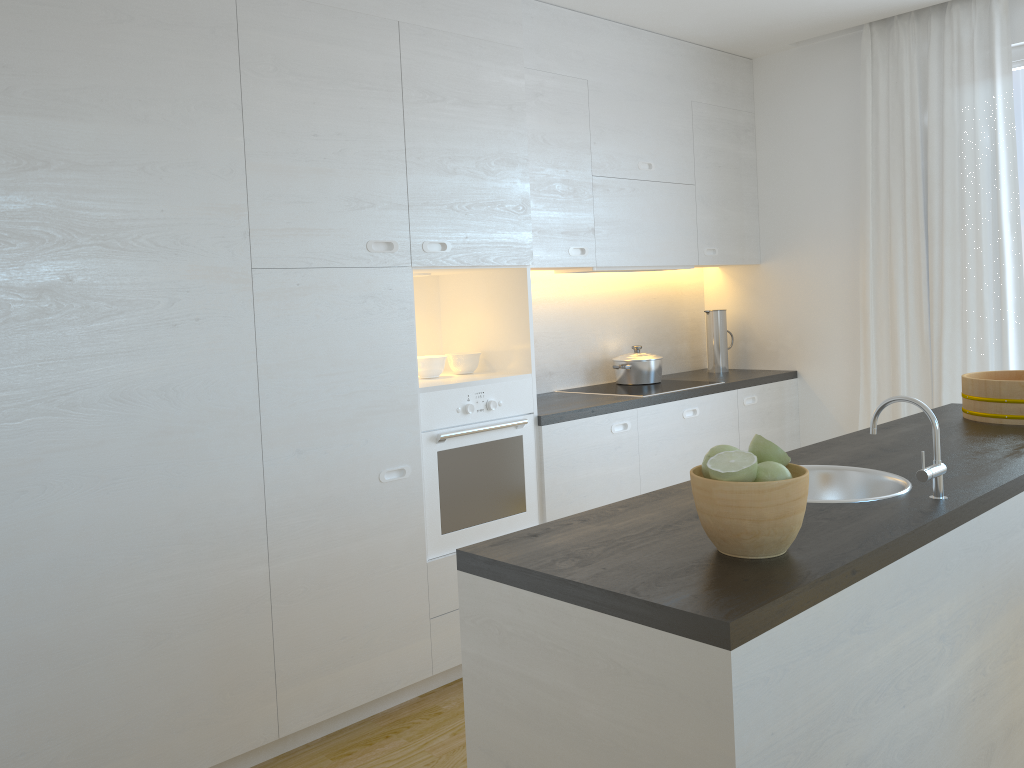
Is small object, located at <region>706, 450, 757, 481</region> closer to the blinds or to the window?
the blinds

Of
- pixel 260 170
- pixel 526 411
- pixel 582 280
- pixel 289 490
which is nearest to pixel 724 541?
pixel 289 490

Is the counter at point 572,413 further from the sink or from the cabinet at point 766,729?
the cabinet at point 766,729

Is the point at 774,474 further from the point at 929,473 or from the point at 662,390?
the point at 662,390

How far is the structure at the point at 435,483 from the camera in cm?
321

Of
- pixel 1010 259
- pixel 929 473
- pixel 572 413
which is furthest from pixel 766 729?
pixel 1010 259

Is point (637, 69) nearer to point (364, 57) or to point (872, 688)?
point (364, 57)

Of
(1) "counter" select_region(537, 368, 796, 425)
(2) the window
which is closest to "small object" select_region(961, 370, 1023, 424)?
(1) "counter" select_region(537, 368, 796, 425)

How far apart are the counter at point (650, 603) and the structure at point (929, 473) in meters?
0.0

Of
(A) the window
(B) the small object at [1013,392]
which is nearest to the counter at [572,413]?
(B) the small object at [1013,392]
